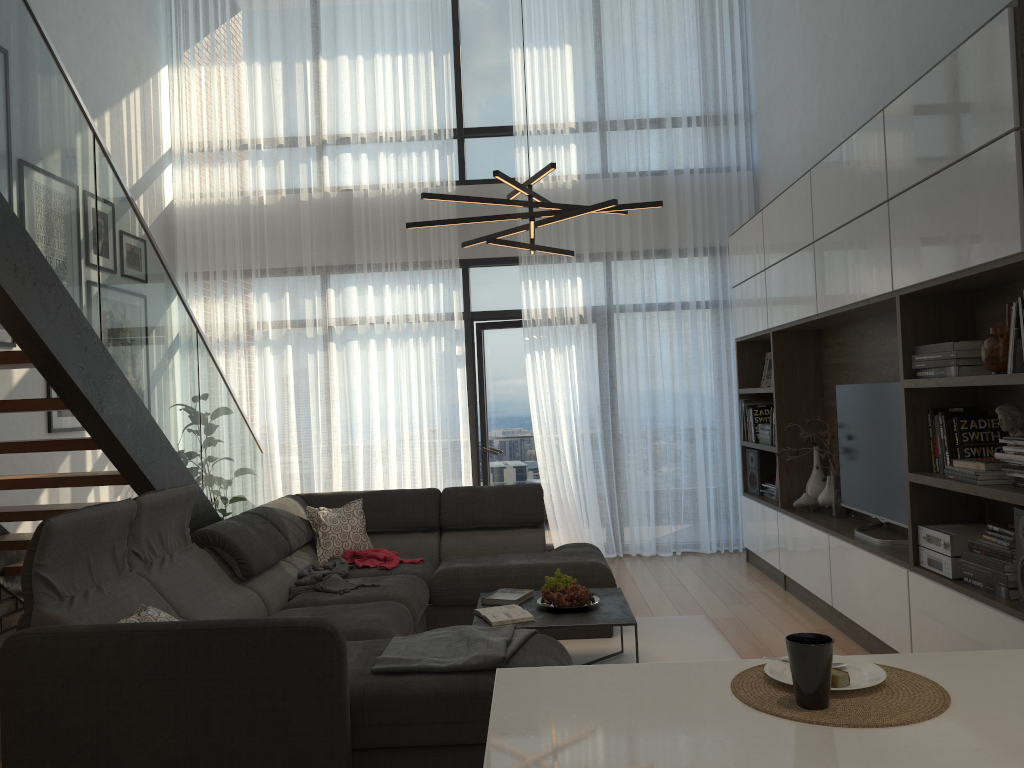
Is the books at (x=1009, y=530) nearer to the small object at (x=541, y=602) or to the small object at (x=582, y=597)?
the small object at (x=582, y=597)

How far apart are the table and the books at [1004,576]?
1.3m

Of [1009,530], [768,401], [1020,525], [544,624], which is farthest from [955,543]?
[768,401]

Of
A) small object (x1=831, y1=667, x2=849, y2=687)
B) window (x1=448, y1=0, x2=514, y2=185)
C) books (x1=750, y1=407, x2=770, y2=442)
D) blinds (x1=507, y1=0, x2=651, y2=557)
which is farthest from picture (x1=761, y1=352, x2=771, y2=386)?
small object (x1=831, y1=667, x2=849, y2=687)

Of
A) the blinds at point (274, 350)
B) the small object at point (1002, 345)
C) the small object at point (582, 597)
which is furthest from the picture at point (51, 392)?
the small object at point (1002, 345)

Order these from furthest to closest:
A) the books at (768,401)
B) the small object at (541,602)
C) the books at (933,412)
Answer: the books at (768,401)
the small object at (541,602)
the books at (933,412)

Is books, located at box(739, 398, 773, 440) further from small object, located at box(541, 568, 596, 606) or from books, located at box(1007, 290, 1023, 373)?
books, located at box(1007, 290, 1023, 373)

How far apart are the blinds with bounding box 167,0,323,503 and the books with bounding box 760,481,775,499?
3.4 meters

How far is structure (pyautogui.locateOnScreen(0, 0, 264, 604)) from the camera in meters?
3.1

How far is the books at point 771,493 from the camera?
6.24m
